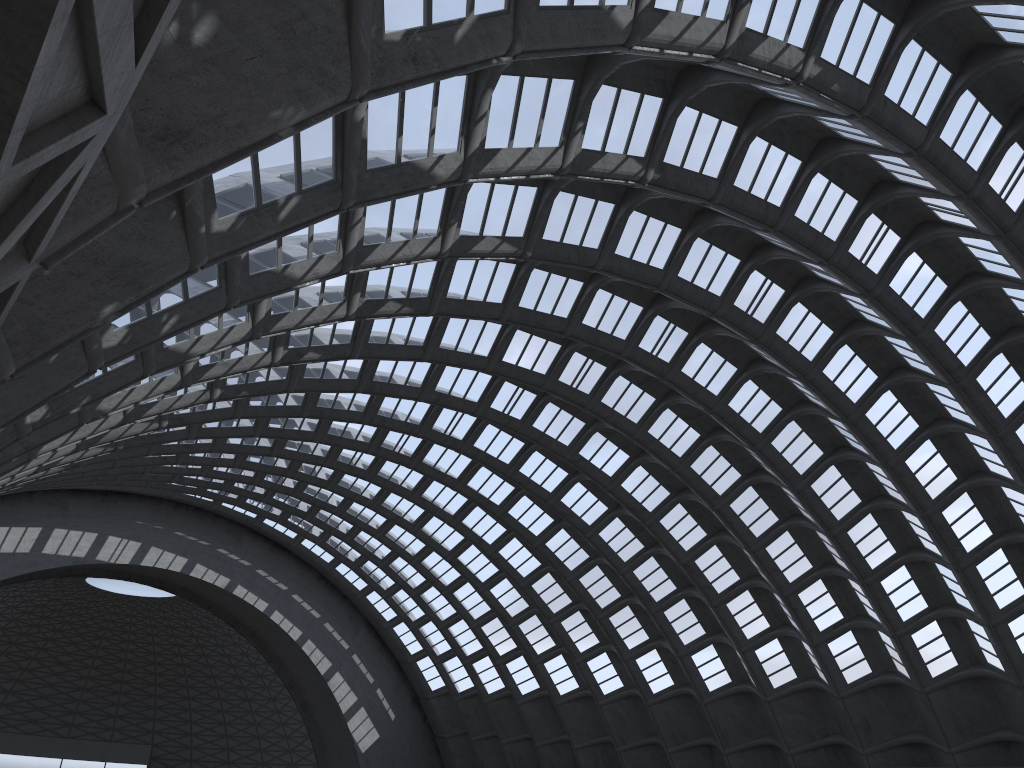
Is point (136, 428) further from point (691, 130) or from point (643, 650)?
point (643, 650)
